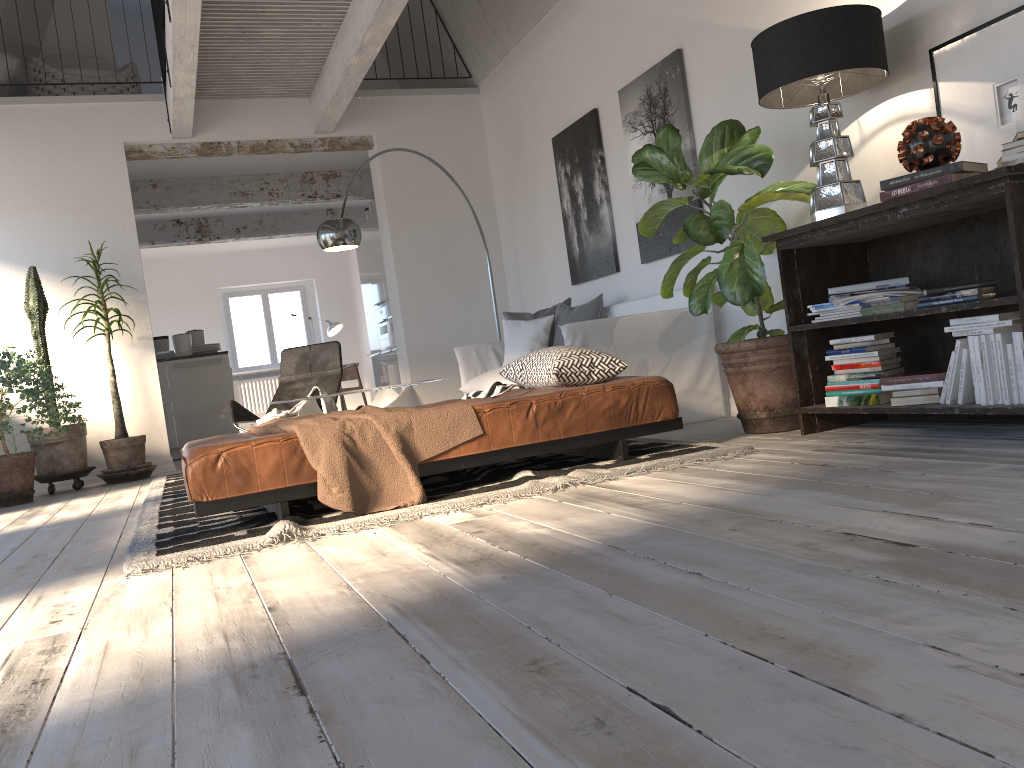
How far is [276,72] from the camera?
7.0m

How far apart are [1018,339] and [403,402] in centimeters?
328cm

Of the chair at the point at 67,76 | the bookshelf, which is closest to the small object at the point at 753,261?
the bookshelf

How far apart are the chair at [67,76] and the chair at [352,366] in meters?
5.3 m

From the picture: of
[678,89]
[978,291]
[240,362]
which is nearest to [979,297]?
[978,291]

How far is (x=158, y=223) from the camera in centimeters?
1131cm

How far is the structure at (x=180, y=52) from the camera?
5.6m

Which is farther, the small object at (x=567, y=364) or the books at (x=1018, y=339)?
the small object at (x=567, y=364)

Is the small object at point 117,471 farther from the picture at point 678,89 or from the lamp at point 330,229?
the picture at point 678,89

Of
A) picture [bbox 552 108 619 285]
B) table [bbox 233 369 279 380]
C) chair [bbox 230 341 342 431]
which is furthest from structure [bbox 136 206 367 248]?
picture [bbox 552 108 619 285]
